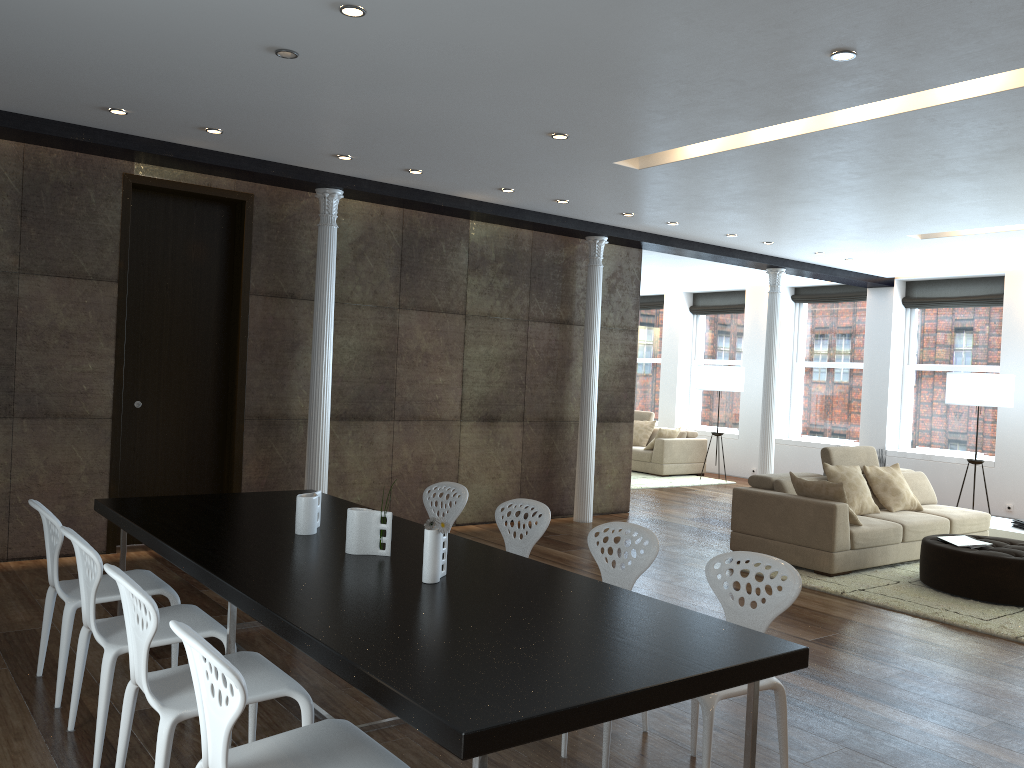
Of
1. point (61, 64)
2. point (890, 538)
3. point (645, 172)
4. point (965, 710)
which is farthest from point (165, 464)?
point (890, 538)

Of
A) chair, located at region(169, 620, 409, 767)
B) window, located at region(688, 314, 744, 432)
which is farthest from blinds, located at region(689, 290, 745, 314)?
chair, located at region(169, 620, 409, 767)

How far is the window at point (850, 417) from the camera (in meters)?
12.87

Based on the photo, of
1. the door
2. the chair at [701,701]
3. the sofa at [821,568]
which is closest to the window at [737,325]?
the sofa at [821,568]

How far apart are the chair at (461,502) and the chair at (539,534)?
0.3 meters

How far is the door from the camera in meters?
6.8

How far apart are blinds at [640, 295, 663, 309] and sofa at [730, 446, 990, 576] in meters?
7.5 m

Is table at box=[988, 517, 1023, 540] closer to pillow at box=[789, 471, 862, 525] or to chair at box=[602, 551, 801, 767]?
pillow at box=[789, 471, 862, 525]

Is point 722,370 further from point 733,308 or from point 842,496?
point 842,496

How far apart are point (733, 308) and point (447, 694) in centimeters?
1313cm
